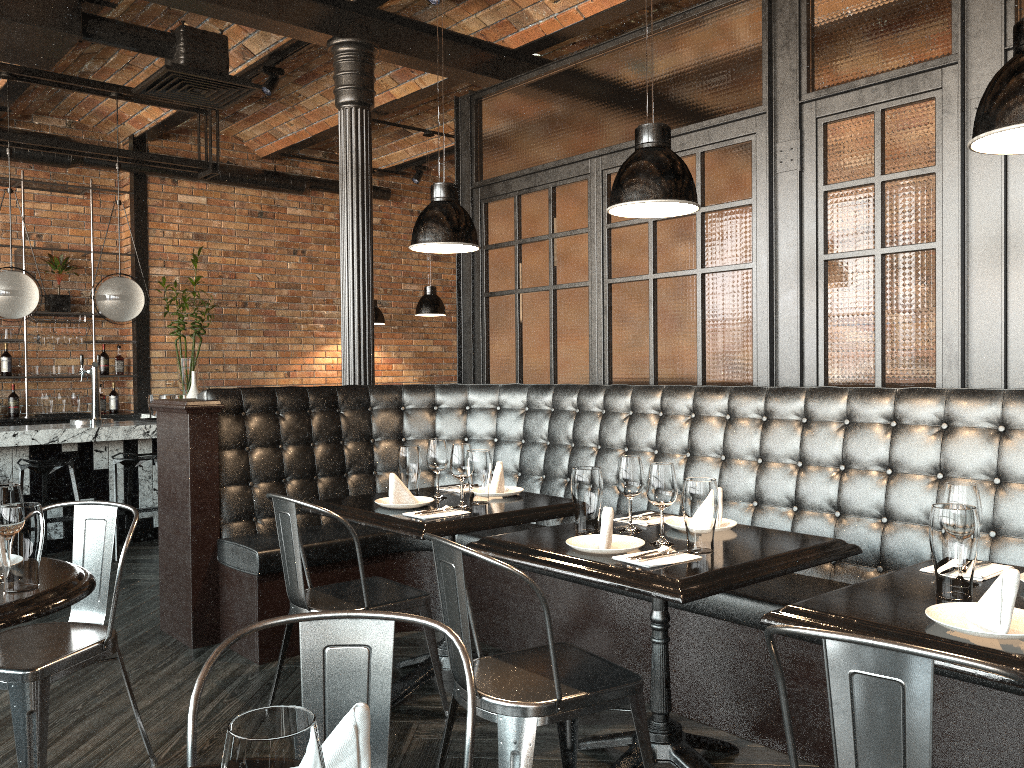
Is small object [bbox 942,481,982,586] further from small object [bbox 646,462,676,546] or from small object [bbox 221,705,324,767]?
small object [bbox 221,705,324,767]

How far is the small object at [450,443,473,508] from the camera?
3.4 meters

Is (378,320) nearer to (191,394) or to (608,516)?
(191,394)

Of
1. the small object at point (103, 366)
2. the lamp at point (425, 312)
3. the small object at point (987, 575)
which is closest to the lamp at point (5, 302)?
the small object at point (103, 366)

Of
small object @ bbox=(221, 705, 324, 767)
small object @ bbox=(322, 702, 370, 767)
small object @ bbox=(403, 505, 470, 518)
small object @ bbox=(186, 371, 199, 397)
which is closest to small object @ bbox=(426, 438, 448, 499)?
small object @ bbox=(403, 505, 470, 518)

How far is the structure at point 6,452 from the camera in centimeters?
613cm

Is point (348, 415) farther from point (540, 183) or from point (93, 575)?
point (93, 575)

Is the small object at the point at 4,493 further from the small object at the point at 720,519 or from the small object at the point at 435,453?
the small object at the point at 720,519

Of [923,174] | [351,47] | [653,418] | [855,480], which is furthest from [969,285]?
[351,47]

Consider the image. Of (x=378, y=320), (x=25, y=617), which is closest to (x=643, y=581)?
(x=25, y=617)
